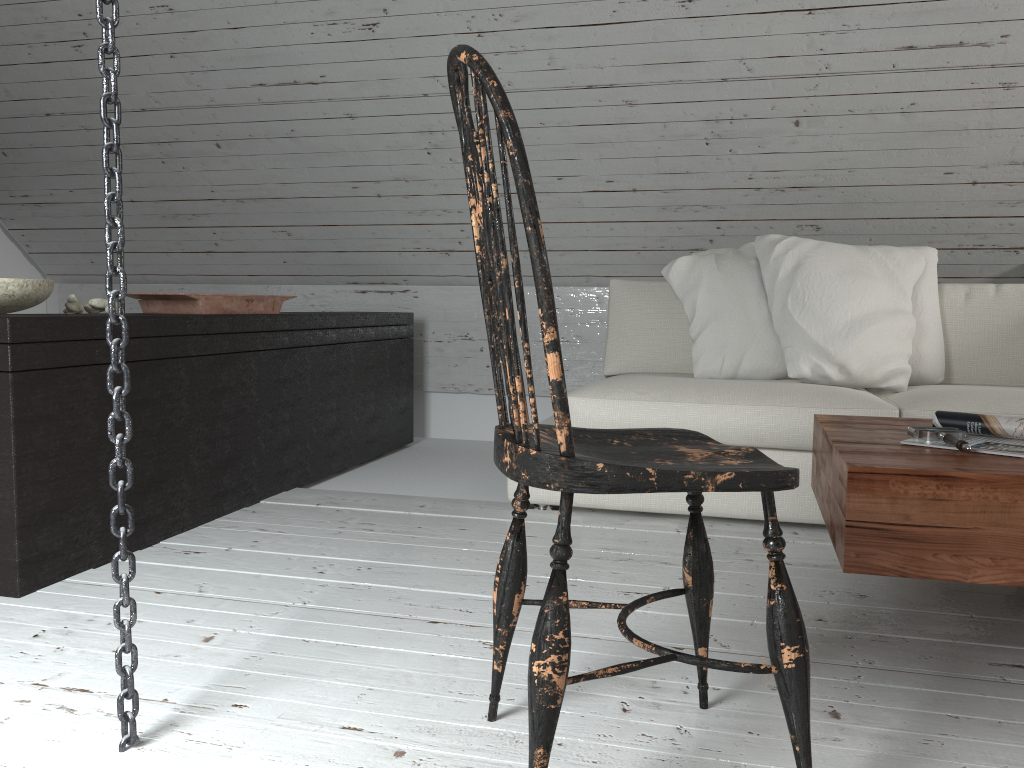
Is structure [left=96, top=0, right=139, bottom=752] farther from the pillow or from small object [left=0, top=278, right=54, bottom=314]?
the pillow

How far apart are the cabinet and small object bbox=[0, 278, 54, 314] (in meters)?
0.10

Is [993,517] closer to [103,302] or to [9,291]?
[9,291]

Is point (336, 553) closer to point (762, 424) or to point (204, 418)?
point (204, 418)

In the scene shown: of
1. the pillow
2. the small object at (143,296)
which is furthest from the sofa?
the small object at (143,296)

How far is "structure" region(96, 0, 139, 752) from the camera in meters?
1.2

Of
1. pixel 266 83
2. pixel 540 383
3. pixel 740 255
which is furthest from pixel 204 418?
pixel 540 383

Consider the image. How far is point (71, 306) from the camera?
2.17m

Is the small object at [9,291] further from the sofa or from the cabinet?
the sofa

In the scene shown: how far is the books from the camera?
1.63m
